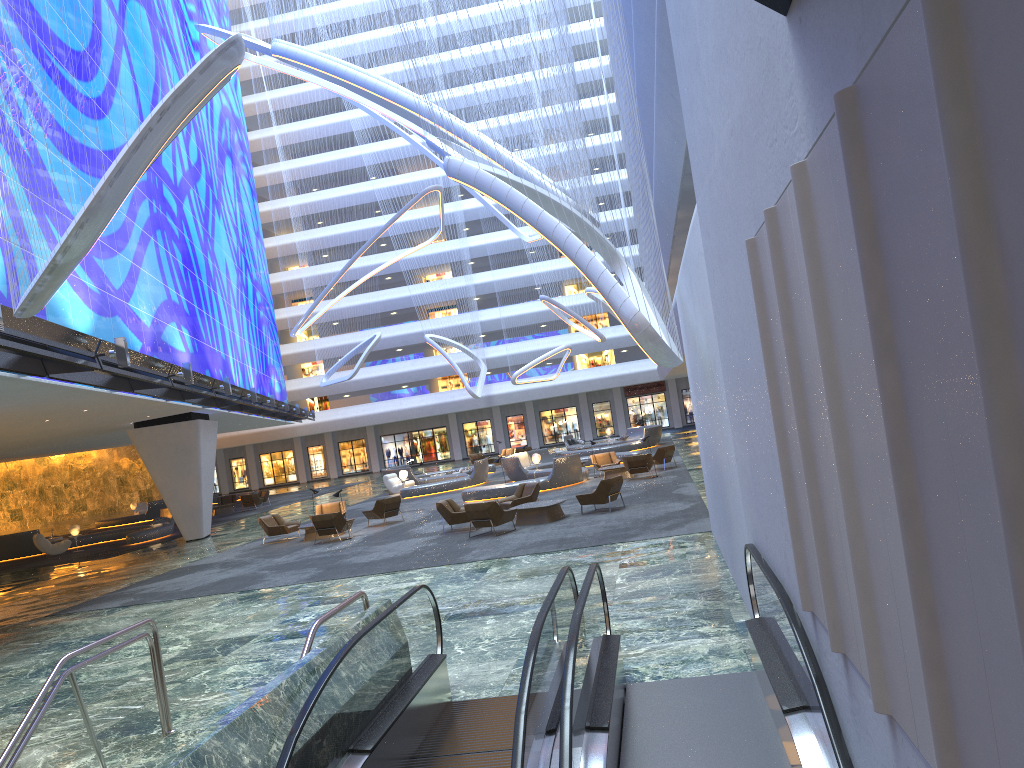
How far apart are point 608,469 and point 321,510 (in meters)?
8.92

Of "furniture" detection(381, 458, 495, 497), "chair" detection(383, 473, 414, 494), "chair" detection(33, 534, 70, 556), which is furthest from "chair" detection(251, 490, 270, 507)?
"chair" detection(33, 534, 70, 556)

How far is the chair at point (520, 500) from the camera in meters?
21.6 m

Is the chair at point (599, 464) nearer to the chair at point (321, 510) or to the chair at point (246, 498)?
the chair at point (321, 510)

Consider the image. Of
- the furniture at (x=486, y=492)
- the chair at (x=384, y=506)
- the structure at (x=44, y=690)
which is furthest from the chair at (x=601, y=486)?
the structure at (x=44, y=690)

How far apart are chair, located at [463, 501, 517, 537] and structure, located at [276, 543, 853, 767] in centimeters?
1038cm

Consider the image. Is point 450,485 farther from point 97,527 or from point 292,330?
point 97,527

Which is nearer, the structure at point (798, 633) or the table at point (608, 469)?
the structure at point (798, 633)

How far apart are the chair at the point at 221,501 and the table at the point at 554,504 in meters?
28.0

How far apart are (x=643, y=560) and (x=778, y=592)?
7.9m
